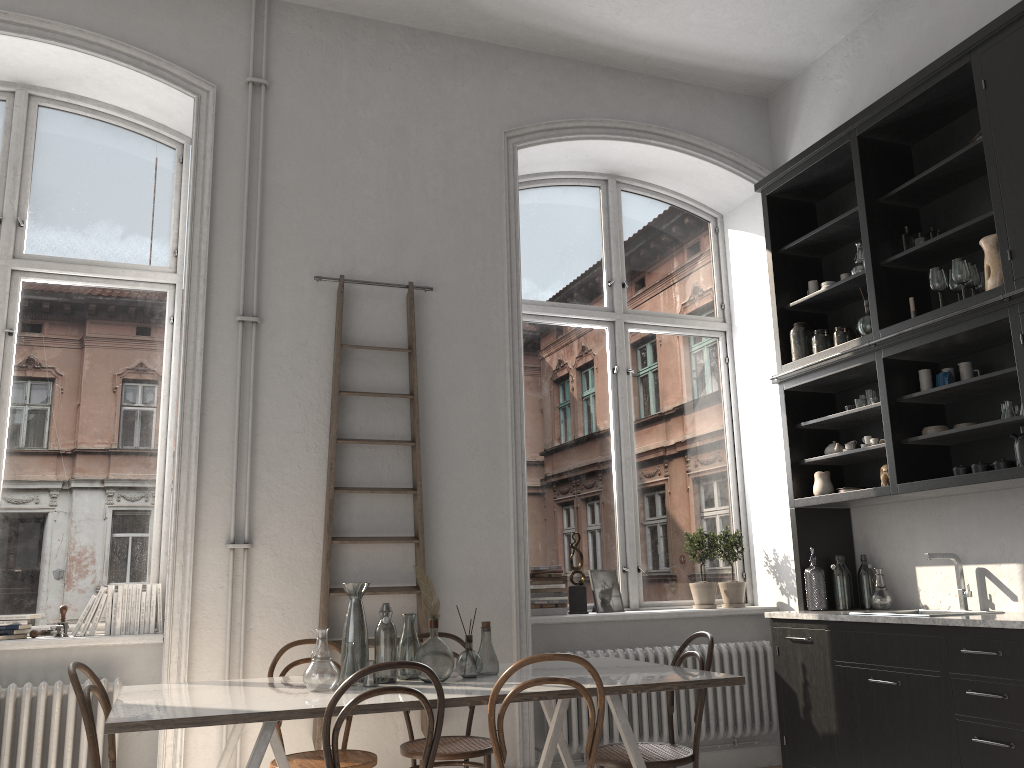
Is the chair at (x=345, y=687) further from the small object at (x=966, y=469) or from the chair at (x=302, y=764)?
the small object at (x=966, y=469)

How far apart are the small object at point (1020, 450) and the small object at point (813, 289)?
1.7m

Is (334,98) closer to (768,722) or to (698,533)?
(698,533)

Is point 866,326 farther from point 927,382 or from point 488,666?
point 488,666

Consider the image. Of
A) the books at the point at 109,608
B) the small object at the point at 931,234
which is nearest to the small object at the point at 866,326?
the small object at the point at 931,234

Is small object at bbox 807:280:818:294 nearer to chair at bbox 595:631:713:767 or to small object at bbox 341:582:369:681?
chair at bbox 595:631:713:767

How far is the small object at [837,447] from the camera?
5.1 meters

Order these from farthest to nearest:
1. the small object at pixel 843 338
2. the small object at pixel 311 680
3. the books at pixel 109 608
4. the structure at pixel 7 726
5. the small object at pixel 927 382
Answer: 1. the small object at pixel 843 338
2. the small object at pixel 927 382
3. the books at pixel 109 608
4. the structure at pixel 7 726
5. the small object at pixel 311 680

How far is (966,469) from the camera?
4.14m

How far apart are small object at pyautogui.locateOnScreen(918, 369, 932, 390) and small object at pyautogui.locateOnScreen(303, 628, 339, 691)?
3.2 meters
